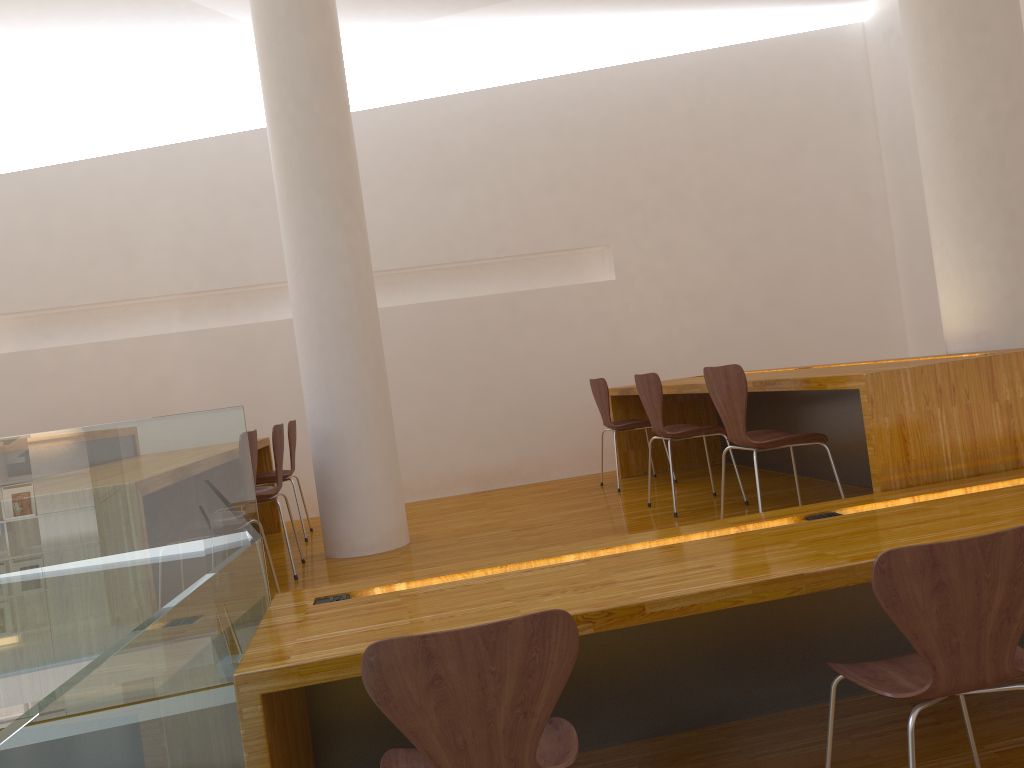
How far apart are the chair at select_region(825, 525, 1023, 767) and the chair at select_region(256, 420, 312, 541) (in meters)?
A: 3.67

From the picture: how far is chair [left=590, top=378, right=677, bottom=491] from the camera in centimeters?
535cm

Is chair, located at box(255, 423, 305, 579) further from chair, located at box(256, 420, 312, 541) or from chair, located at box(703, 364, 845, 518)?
chair, located at box(703, 364, 845, 518)

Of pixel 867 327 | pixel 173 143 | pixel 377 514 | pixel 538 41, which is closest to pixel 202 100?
pixel 173 143

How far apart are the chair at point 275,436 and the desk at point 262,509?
0.9 meters

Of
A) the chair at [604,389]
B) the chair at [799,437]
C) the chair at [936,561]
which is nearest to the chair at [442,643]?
the chair at [936,561]

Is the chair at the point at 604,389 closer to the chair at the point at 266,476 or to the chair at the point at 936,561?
the chair at the point at 266,476

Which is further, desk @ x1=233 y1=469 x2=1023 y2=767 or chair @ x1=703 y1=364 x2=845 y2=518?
chair @ x1=703 y1=364 x2=845 y2=518

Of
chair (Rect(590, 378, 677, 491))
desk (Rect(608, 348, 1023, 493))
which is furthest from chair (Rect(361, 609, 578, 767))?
chair (Rect(590, 378, 677, 491))

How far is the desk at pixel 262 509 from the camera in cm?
557
